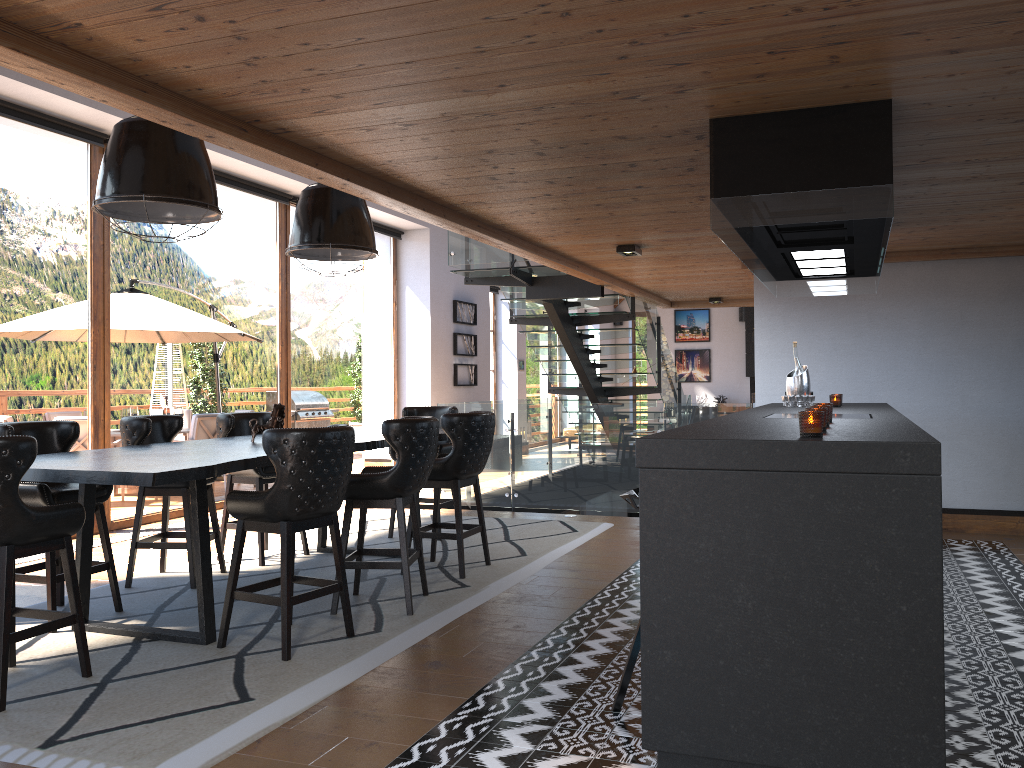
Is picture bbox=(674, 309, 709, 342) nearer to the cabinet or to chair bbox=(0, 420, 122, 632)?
the cabinet

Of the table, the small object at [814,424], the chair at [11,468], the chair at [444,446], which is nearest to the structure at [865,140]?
the small object at [814,424]

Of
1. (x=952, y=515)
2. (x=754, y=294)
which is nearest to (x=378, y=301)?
(x=754, y=294)

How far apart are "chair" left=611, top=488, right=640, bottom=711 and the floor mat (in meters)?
1.19

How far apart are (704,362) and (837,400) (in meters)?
16.02

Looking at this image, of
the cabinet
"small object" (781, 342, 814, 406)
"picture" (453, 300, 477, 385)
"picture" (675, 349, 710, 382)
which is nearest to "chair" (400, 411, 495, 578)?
the cabinet

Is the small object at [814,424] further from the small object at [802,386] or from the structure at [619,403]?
the structure at [619,403]

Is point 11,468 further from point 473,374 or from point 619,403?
point 473,374

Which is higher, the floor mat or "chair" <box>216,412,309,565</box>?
"chair" <box>216,412,309,565</box>

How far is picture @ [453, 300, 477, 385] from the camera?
14.1 meters
